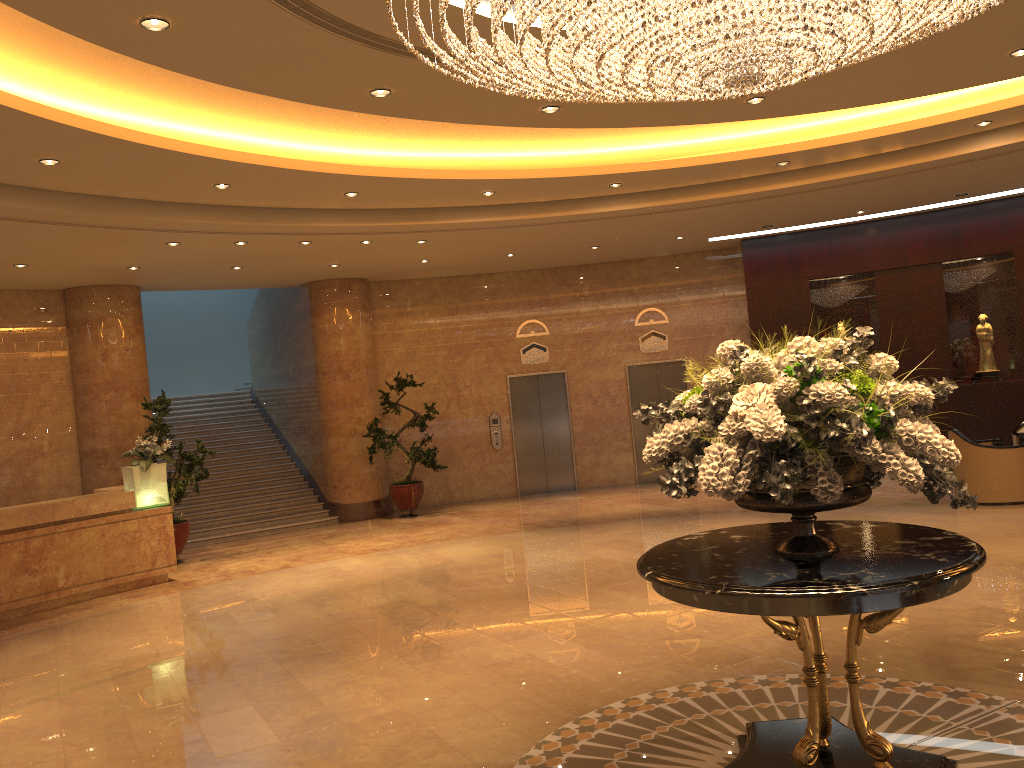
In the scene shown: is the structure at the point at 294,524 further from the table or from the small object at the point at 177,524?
the table

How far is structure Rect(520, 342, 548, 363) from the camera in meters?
15.7 m

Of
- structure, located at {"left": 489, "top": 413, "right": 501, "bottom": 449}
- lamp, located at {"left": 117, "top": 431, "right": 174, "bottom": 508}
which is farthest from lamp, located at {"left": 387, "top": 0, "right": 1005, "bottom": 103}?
structure, located at {"left": 489, "top": 413, "right": 501, "bottom": 449}

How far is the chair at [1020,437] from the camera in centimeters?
1160cm

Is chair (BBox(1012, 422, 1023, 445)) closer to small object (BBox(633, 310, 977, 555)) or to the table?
the table

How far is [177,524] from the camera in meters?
11.9 m

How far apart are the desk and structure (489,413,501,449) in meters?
6.3 m

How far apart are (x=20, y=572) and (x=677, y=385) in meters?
10.4 m

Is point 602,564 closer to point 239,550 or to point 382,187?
point 382,187

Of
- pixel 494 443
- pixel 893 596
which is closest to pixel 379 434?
pixel 494 443
